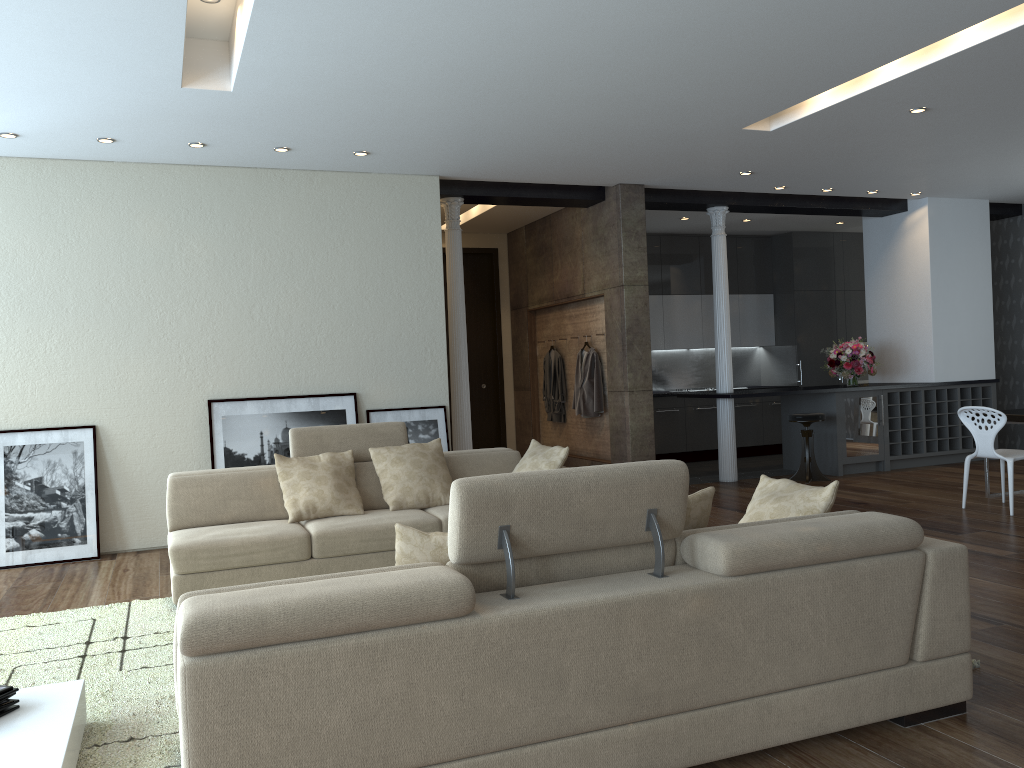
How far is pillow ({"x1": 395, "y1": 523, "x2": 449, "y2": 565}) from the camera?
2.72m

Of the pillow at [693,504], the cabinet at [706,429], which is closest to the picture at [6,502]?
the pillow at [693,504]

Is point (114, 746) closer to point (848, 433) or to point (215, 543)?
point (215, 543)

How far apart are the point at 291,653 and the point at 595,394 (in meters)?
6.97

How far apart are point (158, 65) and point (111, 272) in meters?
2.4

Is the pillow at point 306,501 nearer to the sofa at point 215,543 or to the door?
the sofa at point 215,543

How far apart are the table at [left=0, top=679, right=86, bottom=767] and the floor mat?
0.1 meters

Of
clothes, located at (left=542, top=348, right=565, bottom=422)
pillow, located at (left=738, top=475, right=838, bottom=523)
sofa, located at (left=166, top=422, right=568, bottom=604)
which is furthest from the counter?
pillow, located at (left=738, top=475, right=838, bottom=523)

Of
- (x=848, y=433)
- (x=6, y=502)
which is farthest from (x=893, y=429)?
(x=6, y=502)

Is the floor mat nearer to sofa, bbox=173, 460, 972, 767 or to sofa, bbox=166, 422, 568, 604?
sofa, bbox=166, 422, 568, 604
